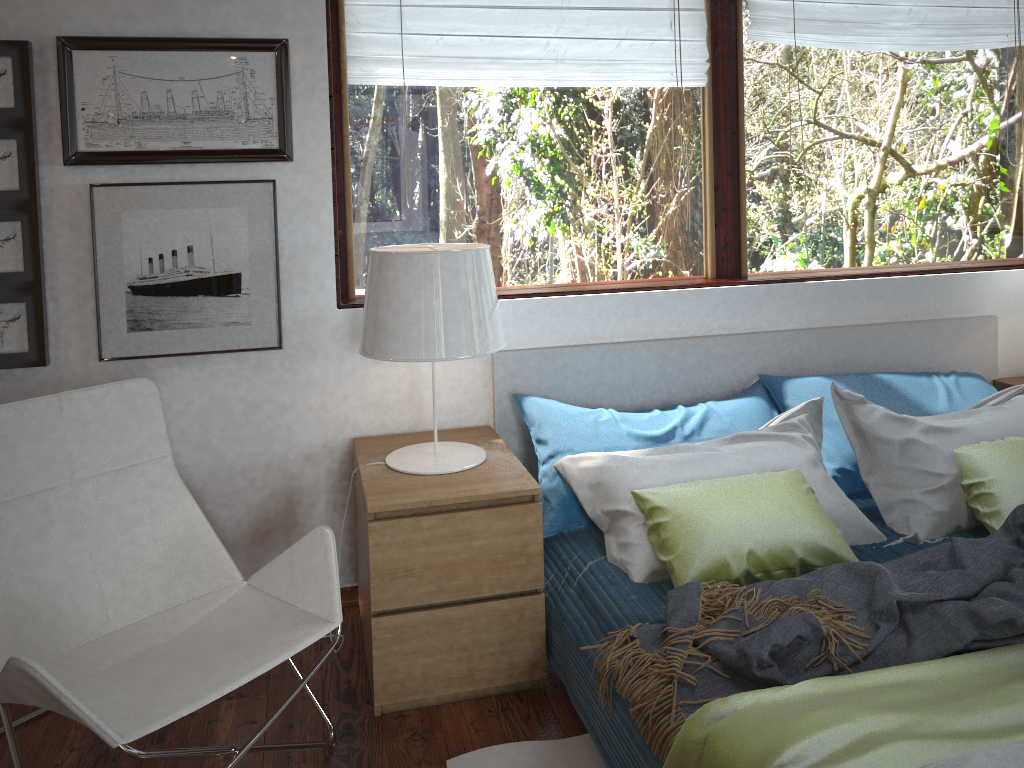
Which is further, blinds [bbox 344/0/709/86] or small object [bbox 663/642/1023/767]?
blinds [bbox 344/0/709/86]

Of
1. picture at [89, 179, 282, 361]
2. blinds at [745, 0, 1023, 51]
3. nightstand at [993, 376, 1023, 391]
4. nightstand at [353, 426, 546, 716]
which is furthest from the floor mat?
blinds at [745, 0, 1023, 51]

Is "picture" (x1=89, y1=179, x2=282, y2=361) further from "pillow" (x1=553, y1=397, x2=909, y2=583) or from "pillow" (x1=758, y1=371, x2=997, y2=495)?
"pillow" (x1=758, y1=371, x2=997, y2=495)

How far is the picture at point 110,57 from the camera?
2.4m

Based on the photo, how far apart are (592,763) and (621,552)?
0.5 meters

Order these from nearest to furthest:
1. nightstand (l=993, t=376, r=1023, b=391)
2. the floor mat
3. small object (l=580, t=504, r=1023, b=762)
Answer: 1. small object (l=580, t=504, r=1023, b=762)
2. the floor mat
3. nightstand (l=993, t=376, r=1023, b=391)

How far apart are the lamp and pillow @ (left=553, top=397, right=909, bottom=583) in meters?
0.2

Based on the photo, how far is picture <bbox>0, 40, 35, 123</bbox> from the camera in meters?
2.3 m

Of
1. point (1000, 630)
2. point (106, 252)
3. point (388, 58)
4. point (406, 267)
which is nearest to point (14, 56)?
point (106, 252)

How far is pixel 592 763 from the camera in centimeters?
202cm
